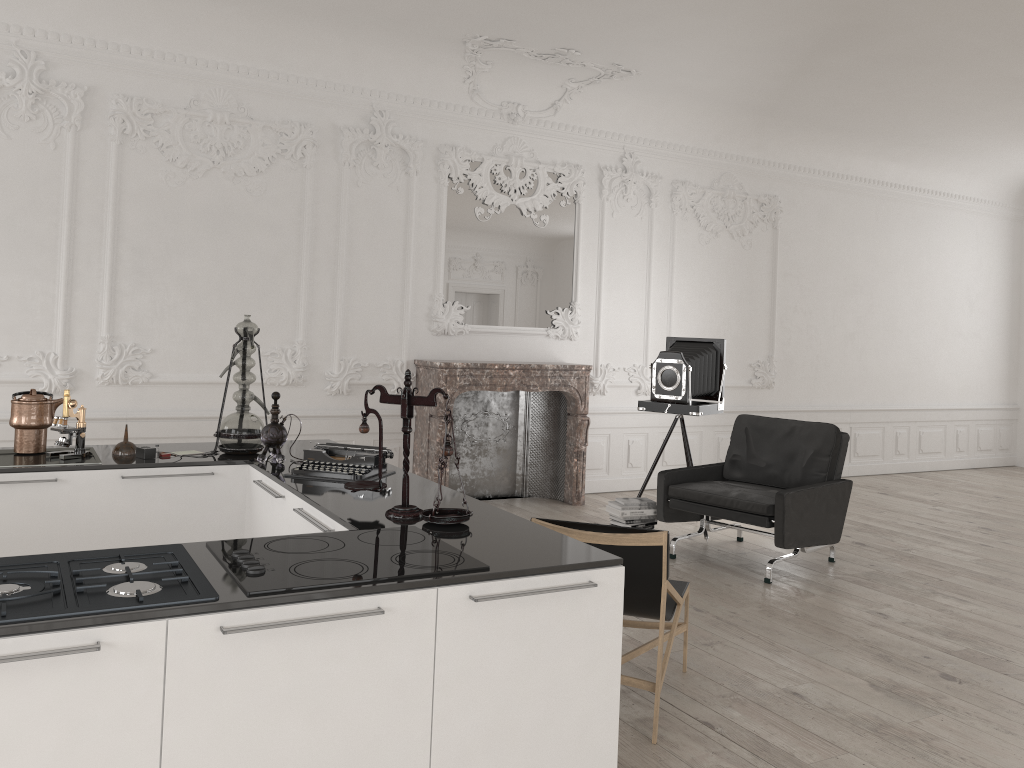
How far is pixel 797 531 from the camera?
5.64m

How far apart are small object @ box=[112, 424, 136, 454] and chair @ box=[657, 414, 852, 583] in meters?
3.5

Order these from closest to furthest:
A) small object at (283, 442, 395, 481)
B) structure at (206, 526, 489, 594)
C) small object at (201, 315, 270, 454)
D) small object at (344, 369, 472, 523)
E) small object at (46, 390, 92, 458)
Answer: structure at (206, 526, 489, 594)
small object at (344, 369, 472, 523)
small object at (283, 442, 395, 481)
small object at (46, 390, 92, 458)
small object at (201, 315, 270, 454)

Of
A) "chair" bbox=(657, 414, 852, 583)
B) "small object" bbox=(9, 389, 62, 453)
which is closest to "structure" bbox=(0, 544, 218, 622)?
"small object" bbox=(9, 389, 62, 453)

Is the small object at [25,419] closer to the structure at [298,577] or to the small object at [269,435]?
the small object at [269,435]

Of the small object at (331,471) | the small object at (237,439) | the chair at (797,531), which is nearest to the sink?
the small object at (237,439)

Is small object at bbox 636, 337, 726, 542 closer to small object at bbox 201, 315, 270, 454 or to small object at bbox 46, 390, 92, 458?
small object at bbox 201, 315, 270, 454

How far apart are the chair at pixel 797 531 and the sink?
3.7 meters

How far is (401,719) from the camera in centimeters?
221cm

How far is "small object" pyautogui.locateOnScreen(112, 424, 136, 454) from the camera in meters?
4.0
